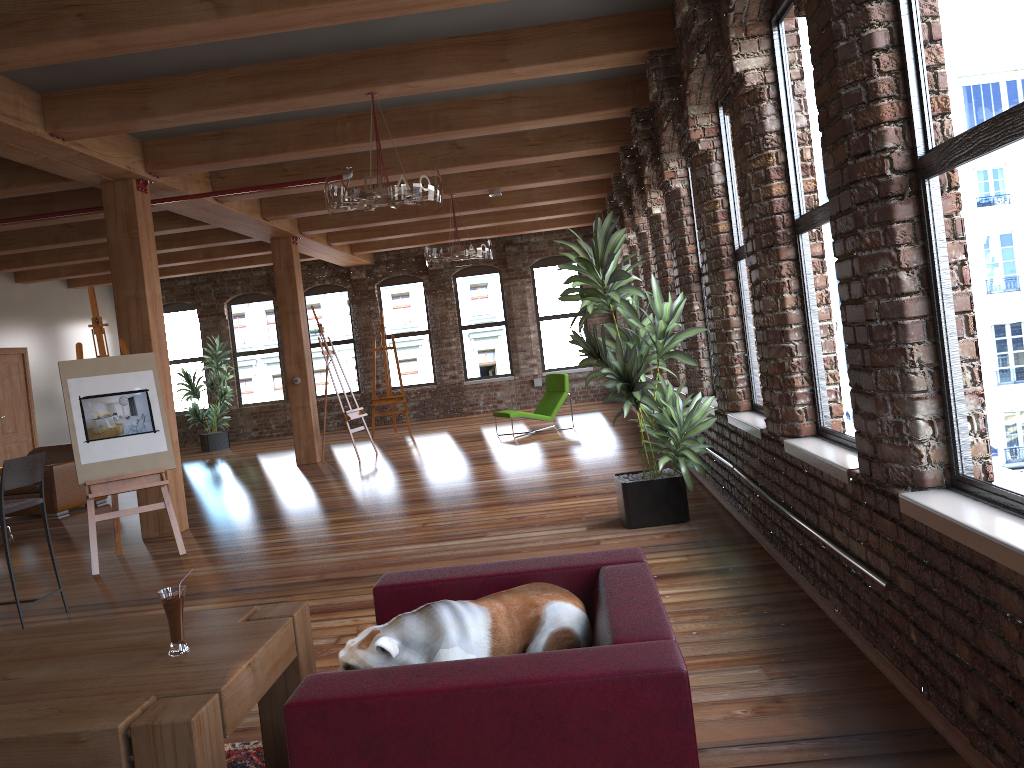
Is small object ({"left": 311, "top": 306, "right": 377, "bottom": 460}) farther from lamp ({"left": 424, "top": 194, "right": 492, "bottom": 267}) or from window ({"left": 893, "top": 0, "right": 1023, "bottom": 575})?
window ({"left": 893, "top": 0, "right": 1023, "bottom": 575})

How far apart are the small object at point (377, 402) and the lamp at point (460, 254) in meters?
4.5

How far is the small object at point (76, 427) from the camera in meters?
6.6

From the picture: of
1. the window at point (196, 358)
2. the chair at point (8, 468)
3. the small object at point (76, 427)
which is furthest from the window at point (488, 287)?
the chair at point (8, 468)

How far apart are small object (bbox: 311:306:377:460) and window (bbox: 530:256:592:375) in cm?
519

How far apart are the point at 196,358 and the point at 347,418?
6.7 meters

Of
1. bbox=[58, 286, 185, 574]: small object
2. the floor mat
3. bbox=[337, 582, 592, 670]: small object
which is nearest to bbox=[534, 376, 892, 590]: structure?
bbox=[337, 582, 592, 670]: small object

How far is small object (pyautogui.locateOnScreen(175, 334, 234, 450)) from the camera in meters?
16.1 m

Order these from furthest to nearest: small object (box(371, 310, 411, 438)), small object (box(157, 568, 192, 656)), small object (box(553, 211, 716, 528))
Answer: small object (box(371, 310, 411, 438)), small object (box(553, 211, 716, 528)), small object (box(157, 568, 192, 656))

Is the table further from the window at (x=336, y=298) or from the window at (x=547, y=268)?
the window at (x=336, y=298)
